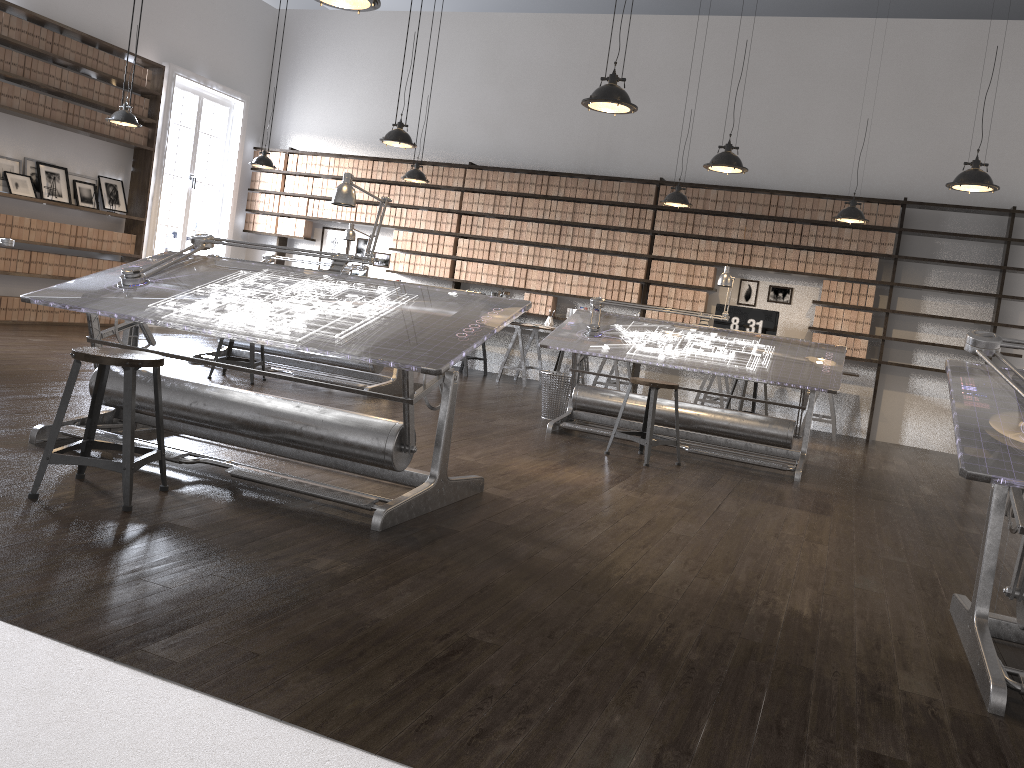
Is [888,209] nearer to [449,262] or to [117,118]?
[449,262]

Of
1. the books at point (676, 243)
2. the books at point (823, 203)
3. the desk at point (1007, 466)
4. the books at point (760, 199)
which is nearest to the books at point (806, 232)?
the books at point (823, 203)

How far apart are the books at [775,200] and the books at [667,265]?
1.21m

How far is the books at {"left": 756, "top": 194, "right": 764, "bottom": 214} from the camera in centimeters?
926cm

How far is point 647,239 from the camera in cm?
970

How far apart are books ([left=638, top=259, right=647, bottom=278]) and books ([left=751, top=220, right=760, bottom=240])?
1.2 meters

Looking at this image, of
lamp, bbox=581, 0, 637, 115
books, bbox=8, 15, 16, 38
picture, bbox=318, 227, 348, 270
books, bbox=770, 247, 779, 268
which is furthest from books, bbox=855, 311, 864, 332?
books, bbox=8, 15, 16, 38

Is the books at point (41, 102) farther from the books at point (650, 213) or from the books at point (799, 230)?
the books at point (799, 230)

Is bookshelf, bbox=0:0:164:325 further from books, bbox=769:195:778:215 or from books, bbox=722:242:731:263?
books, bbox=769:195:778:215

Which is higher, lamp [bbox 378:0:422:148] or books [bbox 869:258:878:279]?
lamp [bbox 378:0:422:148]
